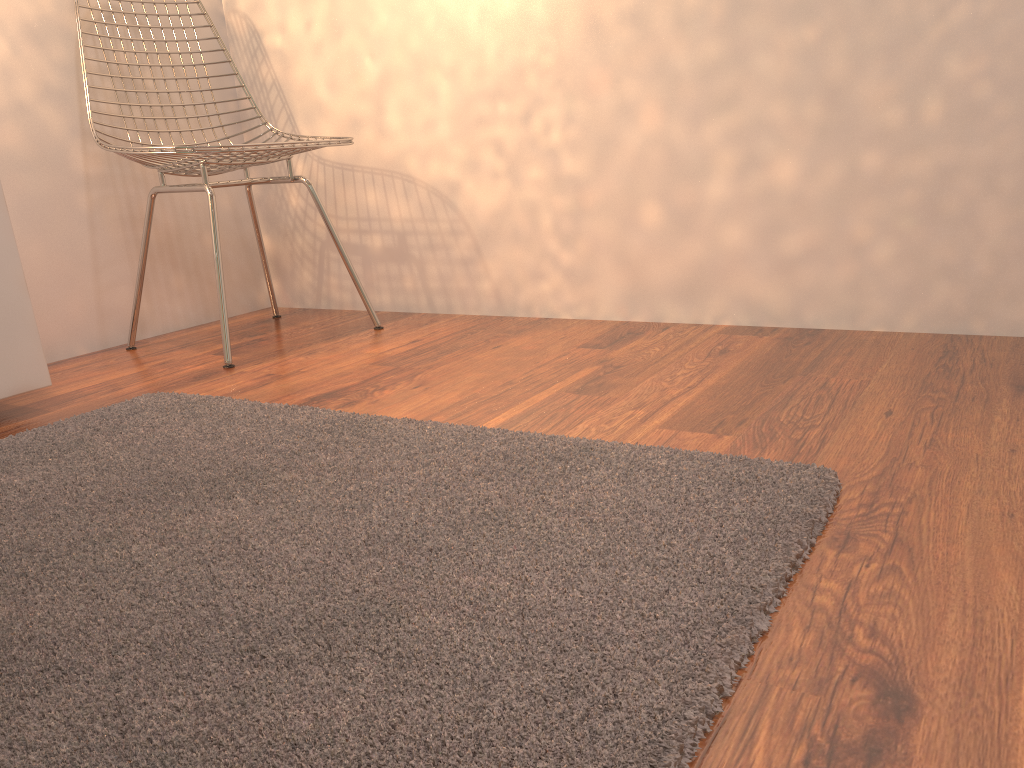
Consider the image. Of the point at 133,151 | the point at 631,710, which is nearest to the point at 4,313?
the point at 133,151

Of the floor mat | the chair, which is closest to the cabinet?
the floor mat

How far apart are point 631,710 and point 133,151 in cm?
173

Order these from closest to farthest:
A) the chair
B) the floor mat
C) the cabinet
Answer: the floor mat < the cabinet < the chair

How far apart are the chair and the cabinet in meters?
0.4 m

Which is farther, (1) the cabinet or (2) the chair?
(2) the chair

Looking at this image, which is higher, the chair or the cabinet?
the chair

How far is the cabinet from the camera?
1.6m

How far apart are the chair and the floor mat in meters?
0.3 m

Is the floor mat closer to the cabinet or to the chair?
the cabinet
